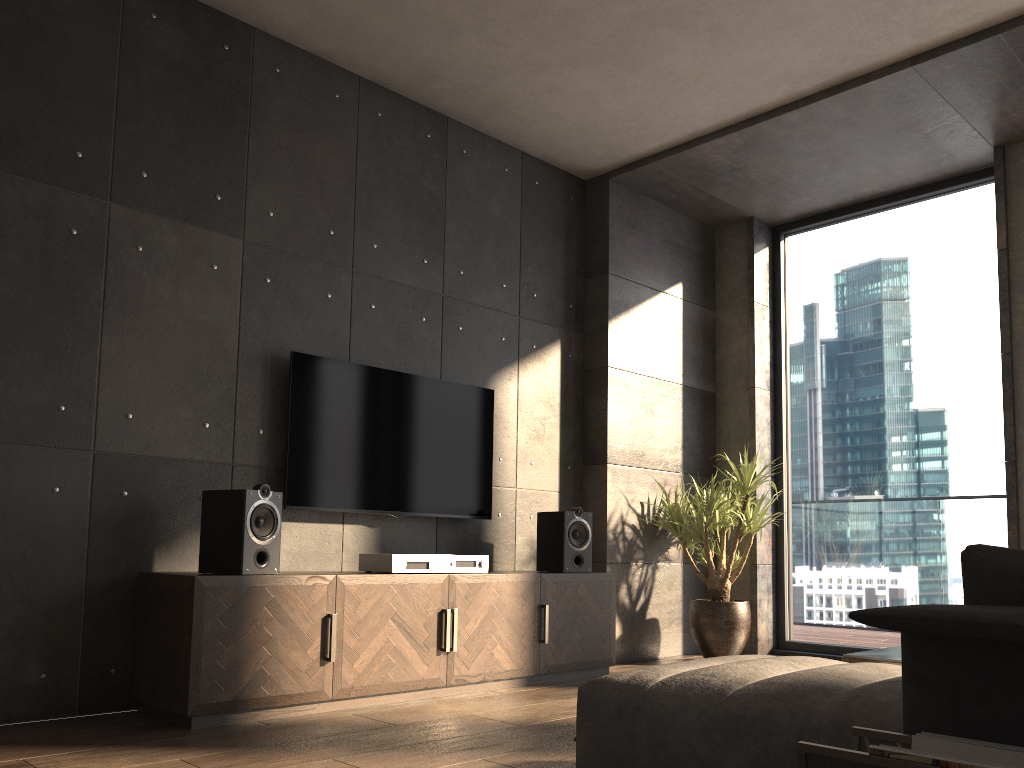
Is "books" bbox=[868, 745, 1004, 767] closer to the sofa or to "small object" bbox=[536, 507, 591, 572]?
the sofa

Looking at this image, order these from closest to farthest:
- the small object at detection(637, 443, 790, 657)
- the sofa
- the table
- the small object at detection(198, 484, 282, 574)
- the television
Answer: the sofa, the table, the small object at detection(198, 484, 282, 574), the television, the small object at detection(637, 443, 790, 657)

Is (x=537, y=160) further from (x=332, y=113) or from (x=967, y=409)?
(x=967, y=409)

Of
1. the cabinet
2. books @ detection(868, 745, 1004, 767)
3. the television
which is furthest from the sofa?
the television

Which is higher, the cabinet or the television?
the television

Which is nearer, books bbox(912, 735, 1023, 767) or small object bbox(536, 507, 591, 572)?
books bbox(912, 735, 1023, 767)

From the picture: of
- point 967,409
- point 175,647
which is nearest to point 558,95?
point 967,409

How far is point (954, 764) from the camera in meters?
1.3

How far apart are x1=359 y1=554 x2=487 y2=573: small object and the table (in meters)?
1.71

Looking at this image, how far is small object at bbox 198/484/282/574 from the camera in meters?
3.3
